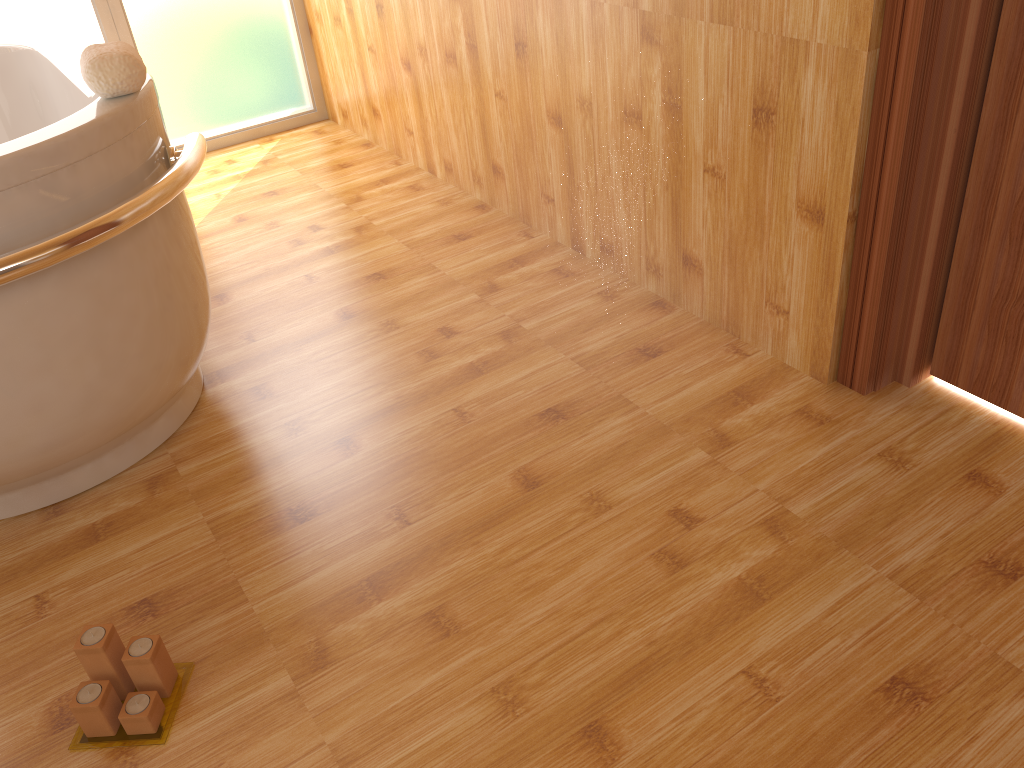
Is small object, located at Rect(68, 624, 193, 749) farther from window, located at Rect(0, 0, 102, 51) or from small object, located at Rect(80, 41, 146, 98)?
window, located at Rect(0, 0, 102, 51)

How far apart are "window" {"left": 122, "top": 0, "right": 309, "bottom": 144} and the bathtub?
0.7 meters

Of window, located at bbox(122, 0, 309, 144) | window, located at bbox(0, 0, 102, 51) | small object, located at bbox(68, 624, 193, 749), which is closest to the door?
small object, located at bbox(68, 624, 193, 749)

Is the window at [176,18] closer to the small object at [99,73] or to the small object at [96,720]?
the small object at [99,73]

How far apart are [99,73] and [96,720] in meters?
1.0 m

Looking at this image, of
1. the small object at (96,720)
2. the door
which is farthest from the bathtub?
the door

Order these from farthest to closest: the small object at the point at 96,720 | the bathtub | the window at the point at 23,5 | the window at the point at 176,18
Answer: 1. the window at the point at 176,18
2. the window at the point at 23,5
3. the bathtub
4. the small object at the point at 96,720

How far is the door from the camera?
1.4 meters

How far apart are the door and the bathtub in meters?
1.4 m

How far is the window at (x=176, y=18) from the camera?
3.2m
